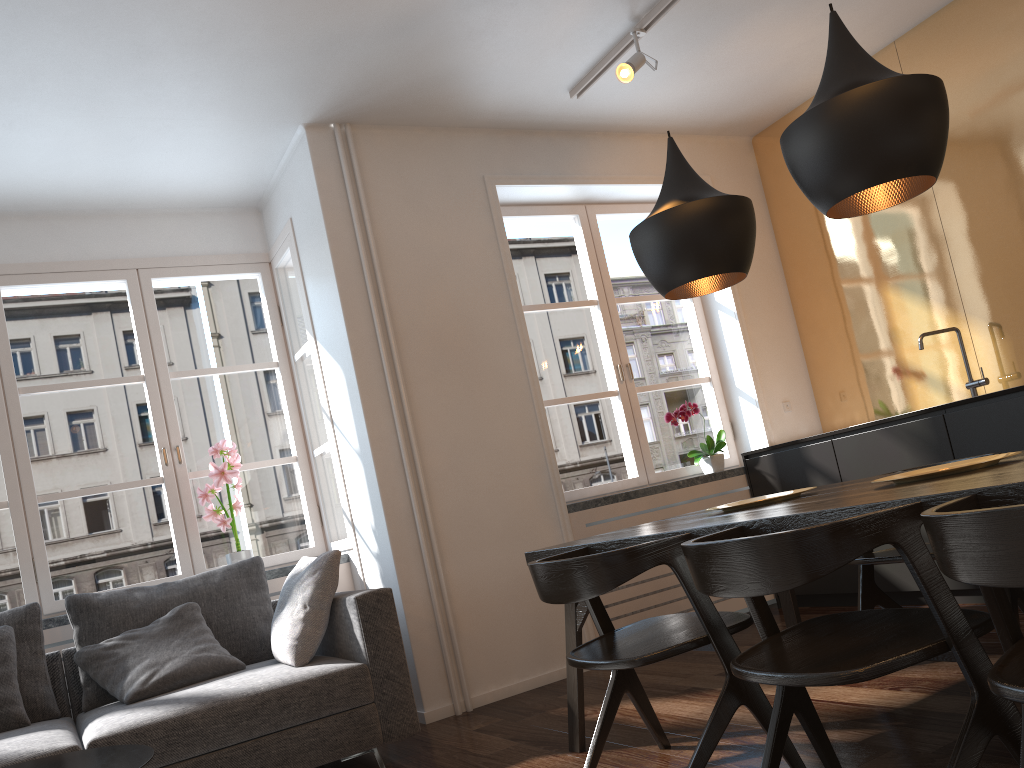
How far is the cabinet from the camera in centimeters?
369cm

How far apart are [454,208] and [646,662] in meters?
2.9 m

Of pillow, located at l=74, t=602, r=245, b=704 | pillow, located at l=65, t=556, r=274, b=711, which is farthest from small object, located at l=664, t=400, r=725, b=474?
pillow, located at l=74, t=602, r=245, b=704

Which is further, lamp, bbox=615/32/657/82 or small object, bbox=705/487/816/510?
lamp, bbox=615/32/657/82

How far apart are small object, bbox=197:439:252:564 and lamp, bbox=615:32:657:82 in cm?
253

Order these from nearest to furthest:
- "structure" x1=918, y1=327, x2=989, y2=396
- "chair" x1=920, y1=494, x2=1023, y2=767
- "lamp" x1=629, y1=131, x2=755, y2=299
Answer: "chair" x1=920, y1=494, x2=1023, y2=767
"lamp" x1=629, y1=131, x2=755, y2=299
"structure" x1=918, y1=327, x2=989, y2=396

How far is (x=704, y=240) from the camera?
2.8m

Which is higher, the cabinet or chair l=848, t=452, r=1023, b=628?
the cabinet

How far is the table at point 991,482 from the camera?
1.6m

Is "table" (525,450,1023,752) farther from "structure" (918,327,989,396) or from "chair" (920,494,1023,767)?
"structure" (918,327,989,396)
